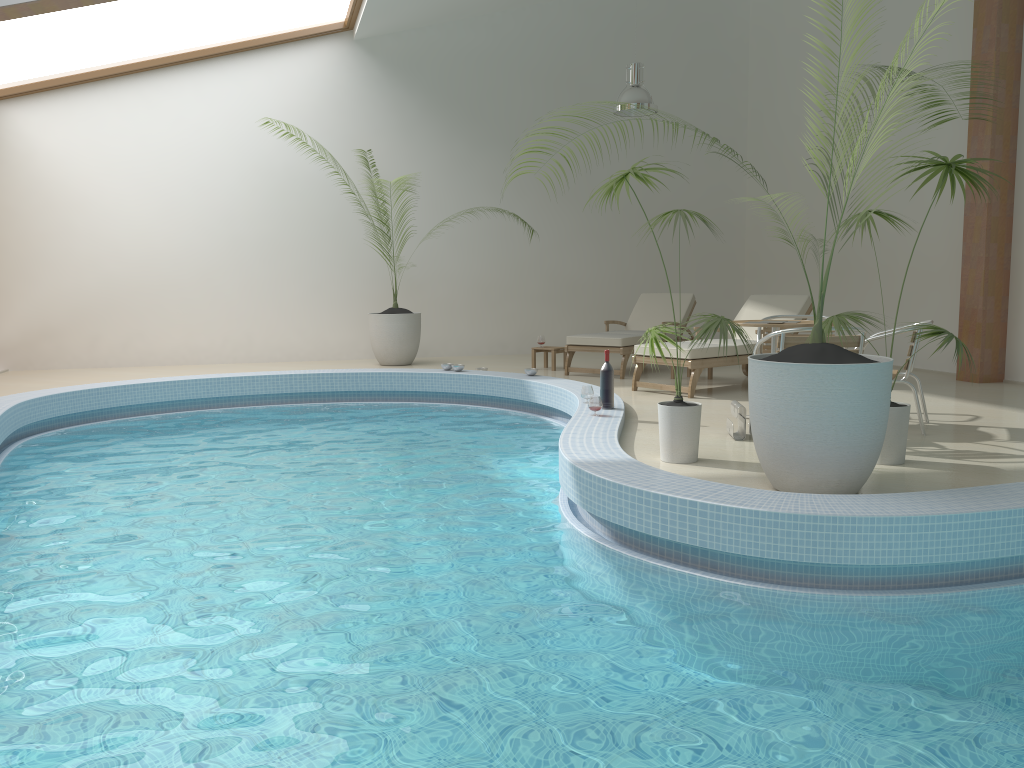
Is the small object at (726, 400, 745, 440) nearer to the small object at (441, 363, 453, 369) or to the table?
the table

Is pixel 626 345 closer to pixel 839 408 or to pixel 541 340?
pixel 541 340

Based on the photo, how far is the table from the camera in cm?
595

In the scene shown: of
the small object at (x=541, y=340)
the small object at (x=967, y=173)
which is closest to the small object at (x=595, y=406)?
the small object at (x=967, y=173)

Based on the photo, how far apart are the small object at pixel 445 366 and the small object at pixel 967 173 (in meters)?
5.01

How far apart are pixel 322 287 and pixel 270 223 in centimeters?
104cm

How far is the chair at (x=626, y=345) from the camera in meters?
9.3

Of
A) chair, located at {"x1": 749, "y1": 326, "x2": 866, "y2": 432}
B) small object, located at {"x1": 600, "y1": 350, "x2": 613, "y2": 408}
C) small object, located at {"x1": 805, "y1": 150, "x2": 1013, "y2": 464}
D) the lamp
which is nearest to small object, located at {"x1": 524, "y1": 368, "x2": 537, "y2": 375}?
small object, located at {"x1": 600, "y1": 350, "x2": 613, "y2": 408}

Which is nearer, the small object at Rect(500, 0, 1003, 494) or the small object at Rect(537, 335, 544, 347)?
the small object at Rect(500, 0, 1003, 494)

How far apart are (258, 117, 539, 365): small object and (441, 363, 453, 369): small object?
1.5 meters
